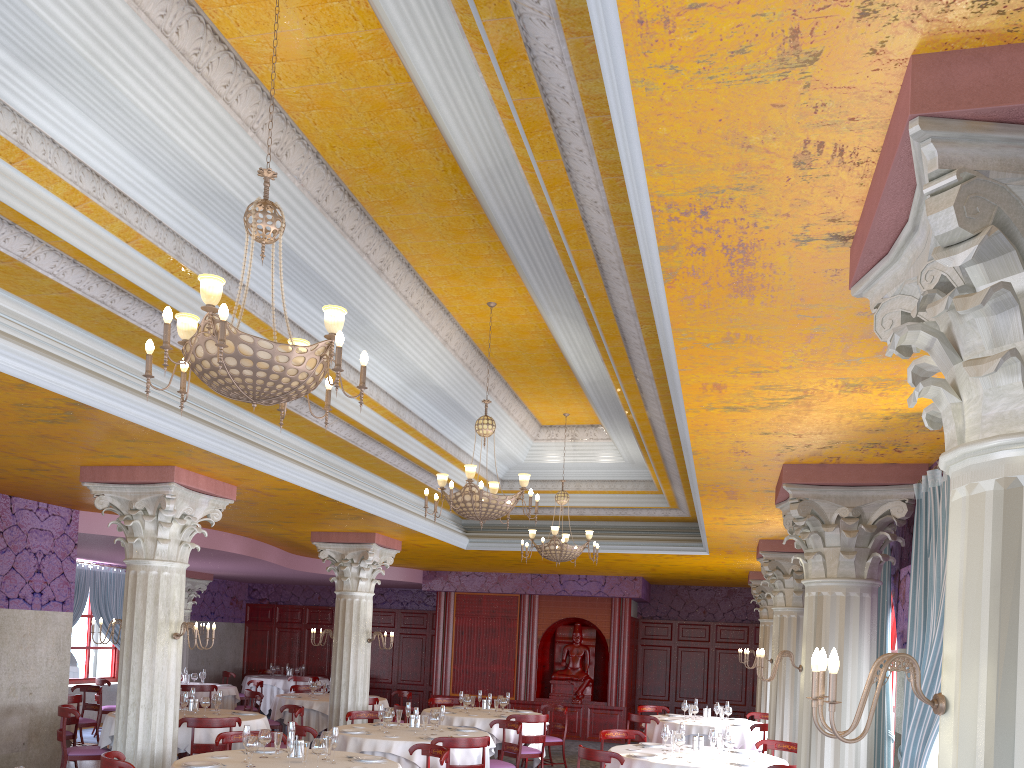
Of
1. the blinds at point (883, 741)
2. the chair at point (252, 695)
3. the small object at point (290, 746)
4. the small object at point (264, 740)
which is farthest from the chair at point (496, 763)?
the chair at point (252, 695)

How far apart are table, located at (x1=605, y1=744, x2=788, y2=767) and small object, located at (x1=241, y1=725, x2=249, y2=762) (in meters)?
3.75

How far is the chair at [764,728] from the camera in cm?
1221

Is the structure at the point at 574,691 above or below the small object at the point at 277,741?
above

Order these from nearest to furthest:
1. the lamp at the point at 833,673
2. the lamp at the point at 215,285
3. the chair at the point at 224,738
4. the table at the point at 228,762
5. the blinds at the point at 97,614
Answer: the lamp at the point at 833,673 → the lamp at the point at 215,285 → the table at the point at 228,762 → the chair at the point at 224,738 → the blinds at the point at 97,614

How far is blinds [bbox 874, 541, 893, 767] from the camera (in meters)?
7.12

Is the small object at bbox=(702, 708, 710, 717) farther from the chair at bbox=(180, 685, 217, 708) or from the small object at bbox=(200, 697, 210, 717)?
the chair at bbox=(180, 685, 217, 708)

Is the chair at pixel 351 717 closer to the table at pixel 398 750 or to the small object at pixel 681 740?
the table at pixel 398 750

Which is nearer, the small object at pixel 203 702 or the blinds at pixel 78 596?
the small object at pixel 203 702

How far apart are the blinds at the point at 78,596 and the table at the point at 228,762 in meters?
10.7 m
